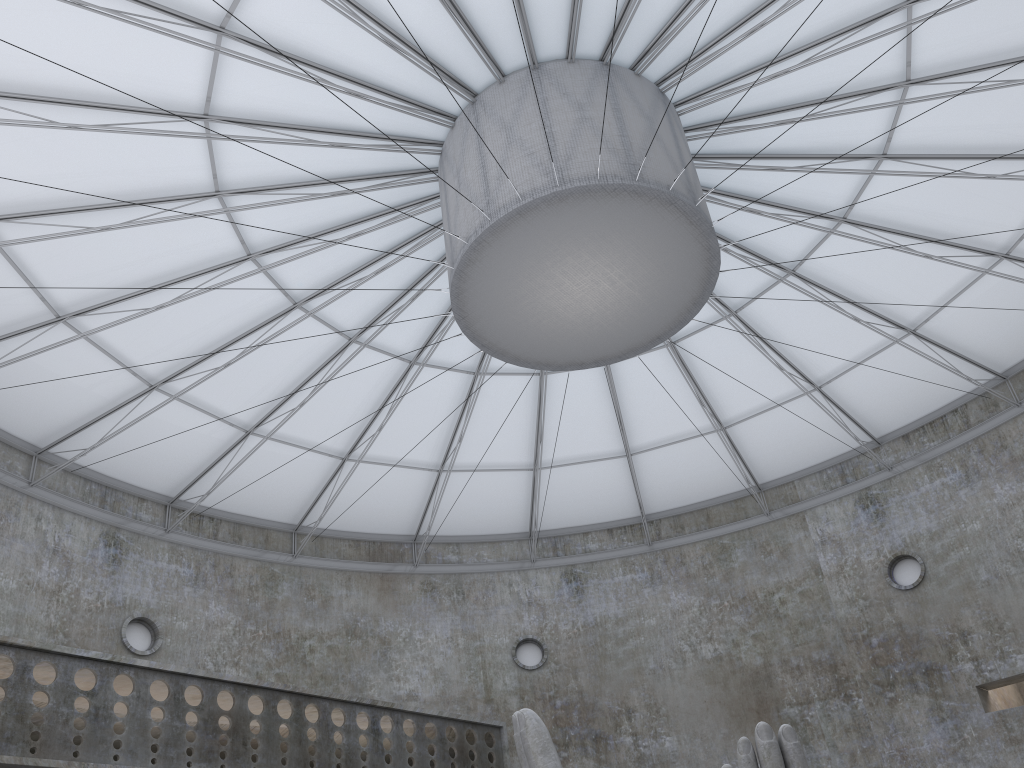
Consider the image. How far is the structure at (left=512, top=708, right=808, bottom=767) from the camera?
13.8m

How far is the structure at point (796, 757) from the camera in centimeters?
1385cm

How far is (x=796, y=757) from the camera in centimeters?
1385cm

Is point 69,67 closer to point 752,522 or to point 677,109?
point 677,109
